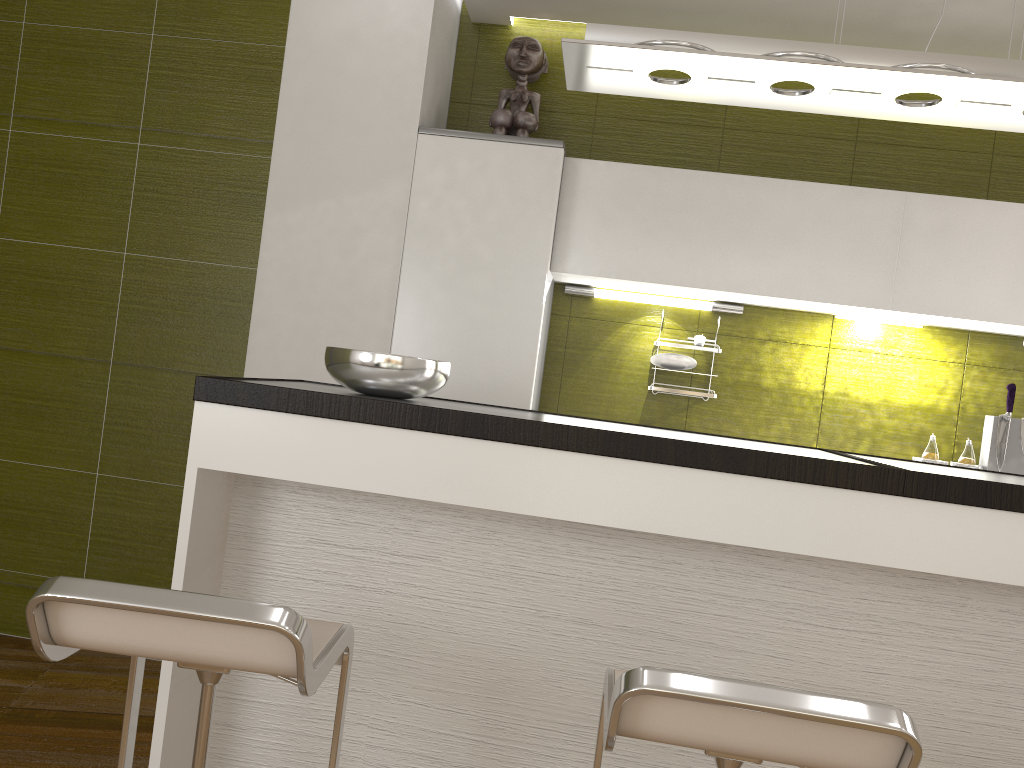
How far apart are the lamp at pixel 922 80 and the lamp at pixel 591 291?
1.4m

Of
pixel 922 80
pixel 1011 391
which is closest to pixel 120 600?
pixel 922 80

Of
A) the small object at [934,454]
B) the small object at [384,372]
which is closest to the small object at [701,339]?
the small object at [934,454]

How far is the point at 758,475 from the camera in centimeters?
178cm

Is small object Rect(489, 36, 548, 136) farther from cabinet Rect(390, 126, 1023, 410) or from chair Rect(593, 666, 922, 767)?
chair Rect(593, 666, 922, 767)

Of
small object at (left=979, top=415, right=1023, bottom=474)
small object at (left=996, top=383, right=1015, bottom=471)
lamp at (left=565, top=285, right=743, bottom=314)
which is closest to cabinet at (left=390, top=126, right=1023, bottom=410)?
lamp at (left=565, top=285, right=743, bottom=314)

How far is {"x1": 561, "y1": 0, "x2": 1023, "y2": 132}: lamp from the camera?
2.0 meters

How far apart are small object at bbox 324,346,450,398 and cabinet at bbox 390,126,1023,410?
1.0m

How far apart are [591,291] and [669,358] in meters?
0.4

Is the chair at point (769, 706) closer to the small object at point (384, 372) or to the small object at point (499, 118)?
the small object at point (384, 372)
